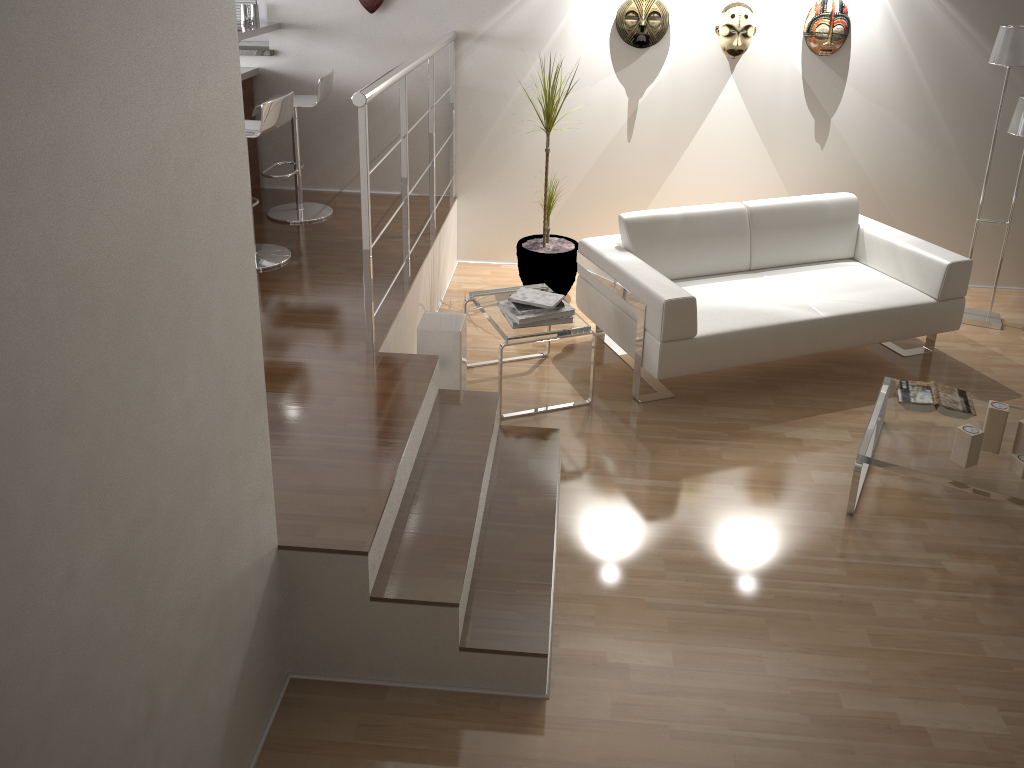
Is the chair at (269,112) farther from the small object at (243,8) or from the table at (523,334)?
the small object at (243,8)

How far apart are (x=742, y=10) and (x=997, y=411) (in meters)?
2.73

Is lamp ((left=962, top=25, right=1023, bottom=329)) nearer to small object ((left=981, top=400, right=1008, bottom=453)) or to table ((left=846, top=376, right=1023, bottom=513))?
table ((left=846, top=376, right=1023, bottom=513))

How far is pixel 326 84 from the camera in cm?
476

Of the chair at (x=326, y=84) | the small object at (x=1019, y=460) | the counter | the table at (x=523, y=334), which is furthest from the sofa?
the counter

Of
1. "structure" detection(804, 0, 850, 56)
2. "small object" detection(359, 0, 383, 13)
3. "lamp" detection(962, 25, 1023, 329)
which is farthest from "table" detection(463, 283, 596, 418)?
"lamp" detection(962, 25, 1023, 329)

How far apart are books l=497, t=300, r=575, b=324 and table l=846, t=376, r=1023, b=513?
1.3 meters

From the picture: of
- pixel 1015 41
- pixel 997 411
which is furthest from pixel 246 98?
pixel 997 411

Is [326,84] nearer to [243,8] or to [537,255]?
[243,8]

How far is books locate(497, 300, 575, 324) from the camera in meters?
3.9 m
